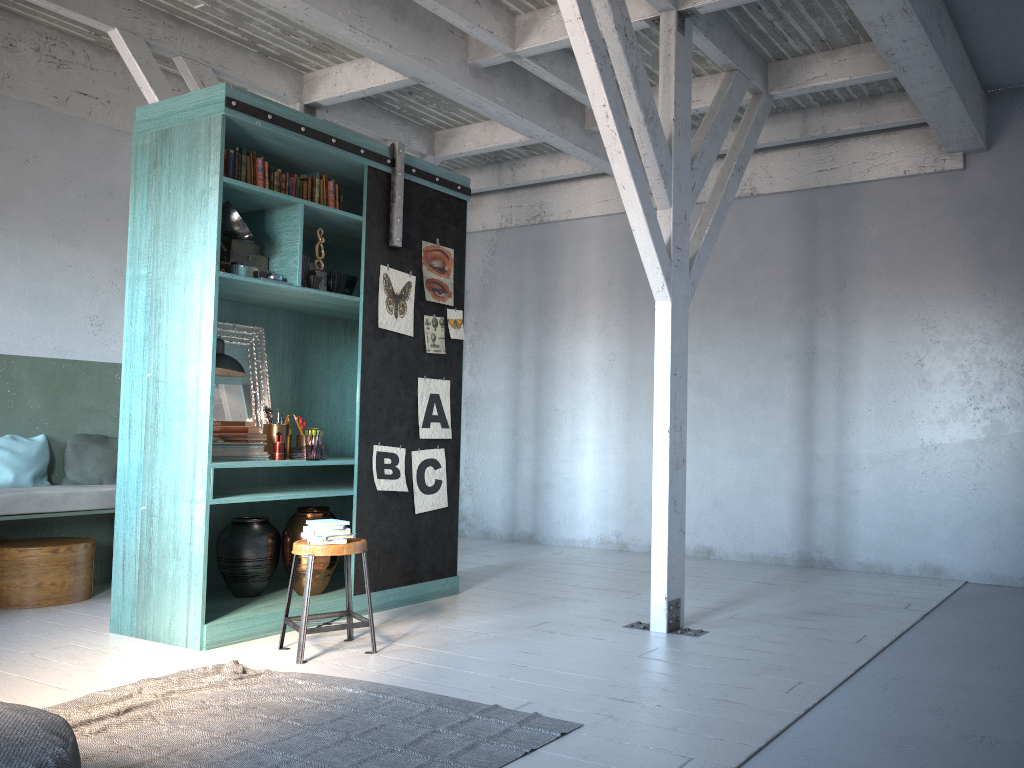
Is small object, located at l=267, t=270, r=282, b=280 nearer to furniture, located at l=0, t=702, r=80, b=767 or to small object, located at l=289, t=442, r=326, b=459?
small object, located at l=289, t=442, r=326, b=459

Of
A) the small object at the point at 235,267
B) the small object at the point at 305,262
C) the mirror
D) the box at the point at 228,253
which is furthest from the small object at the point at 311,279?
the mirror

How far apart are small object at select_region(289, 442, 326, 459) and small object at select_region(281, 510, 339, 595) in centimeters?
42cm

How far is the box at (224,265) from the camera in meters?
5.9

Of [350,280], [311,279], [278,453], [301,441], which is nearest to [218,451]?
[278,453]

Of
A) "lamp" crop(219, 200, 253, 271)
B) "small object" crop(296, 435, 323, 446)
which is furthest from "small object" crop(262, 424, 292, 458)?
"lamp" crop(219, 200, 253, 271)

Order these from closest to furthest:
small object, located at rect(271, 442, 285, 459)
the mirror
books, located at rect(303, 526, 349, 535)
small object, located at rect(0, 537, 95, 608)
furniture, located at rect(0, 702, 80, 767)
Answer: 1. furniture, located at rect(0, 702, 80, 767)
2. books, located at rect(303, 526, 349, 535)
3. small object, located at rect(271, 442, 285, 459)
4. the mirror
5. small object, located at rect(0, 537, 95, 608)

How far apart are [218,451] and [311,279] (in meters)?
1.34

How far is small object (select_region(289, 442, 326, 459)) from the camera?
6.27m

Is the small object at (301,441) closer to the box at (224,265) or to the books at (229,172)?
the box at (224,265)
